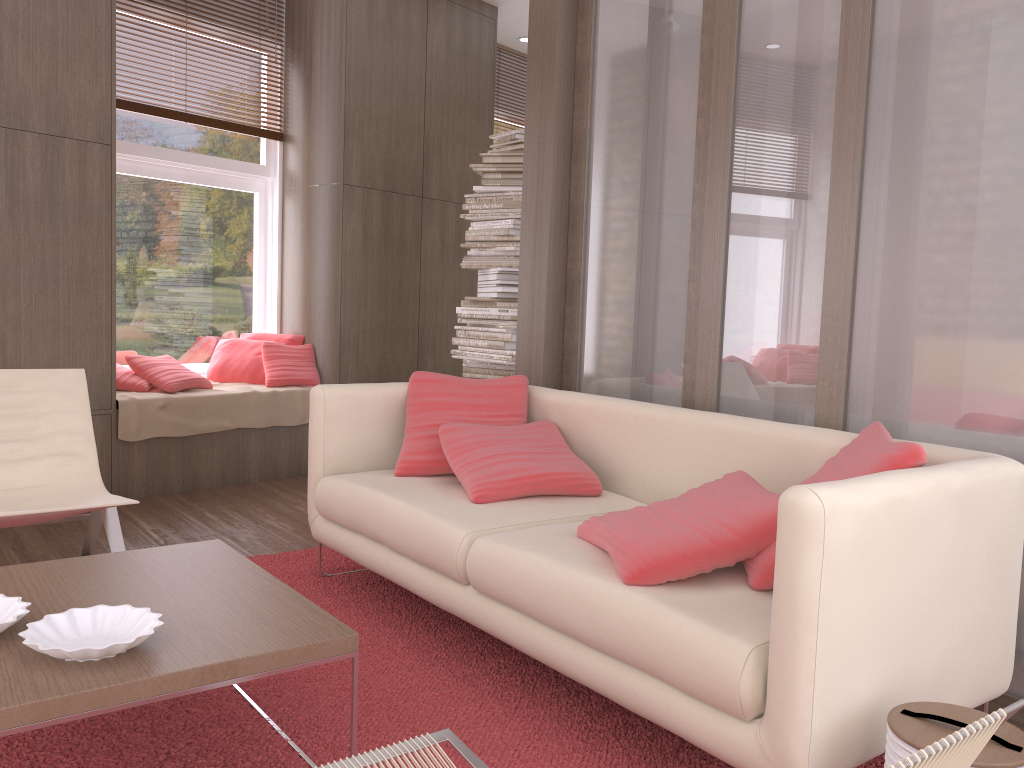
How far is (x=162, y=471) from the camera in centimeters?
475cm

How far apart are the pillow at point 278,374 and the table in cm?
303

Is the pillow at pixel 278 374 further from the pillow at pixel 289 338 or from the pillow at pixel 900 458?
the pillow at pixel 900 458

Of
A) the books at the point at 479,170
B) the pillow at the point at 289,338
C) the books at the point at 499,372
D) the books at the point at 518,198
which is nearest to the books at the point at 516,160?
the books at the point at 479,170

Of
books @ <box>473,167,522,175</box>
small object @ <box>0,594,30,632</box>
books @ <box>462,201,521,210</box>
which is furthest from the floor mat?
books @ <box>473,167,522,175</box>

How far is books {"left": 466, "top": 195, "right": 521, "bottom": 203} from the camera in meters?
4.9 m

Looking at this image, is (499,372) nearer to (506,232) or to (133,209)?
(506,232)

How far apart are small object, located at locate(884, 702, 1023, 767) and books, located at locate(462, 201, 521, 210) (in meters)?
3.70

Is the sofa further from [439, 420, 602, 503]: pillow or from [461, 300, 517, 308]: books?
[461, 300, 517, 308]: books

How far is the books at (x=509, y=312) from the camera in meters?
5.0 m
